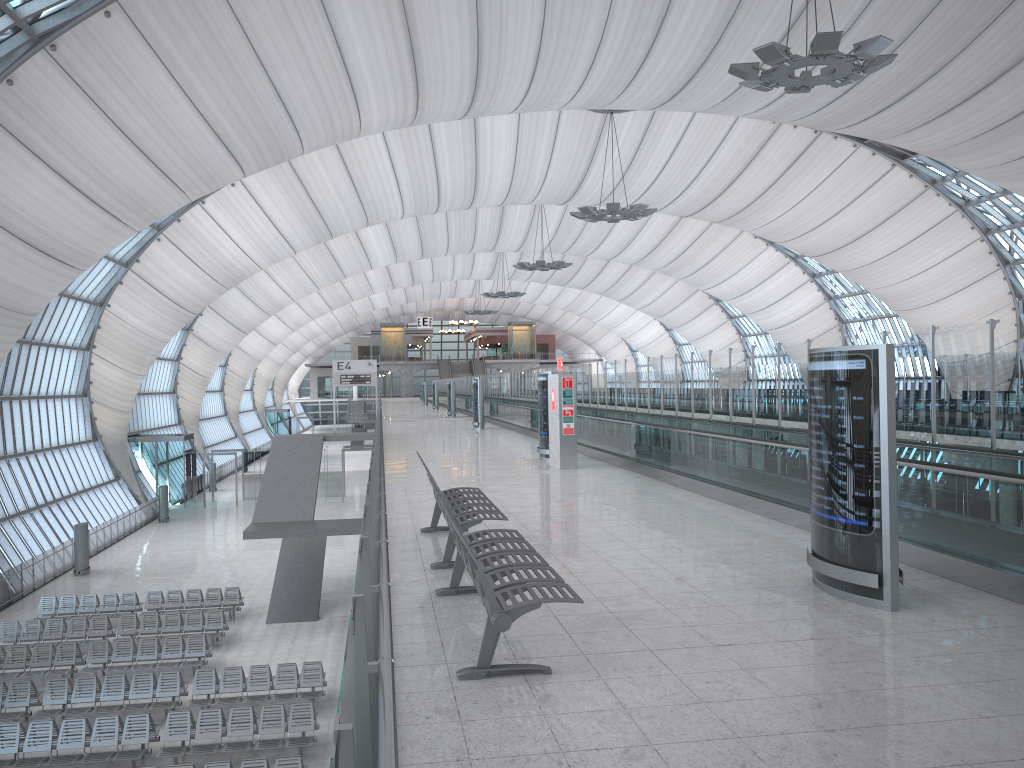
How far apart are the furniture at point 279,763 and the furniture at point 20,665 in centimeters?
815cm

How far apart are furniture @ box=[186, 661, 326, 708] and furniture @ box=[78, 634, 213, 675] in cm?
161

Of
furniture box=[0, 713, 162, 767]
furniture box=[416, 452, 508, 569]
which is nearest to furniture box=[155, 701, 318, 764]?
furniture box=[0, 713, 162, 767]

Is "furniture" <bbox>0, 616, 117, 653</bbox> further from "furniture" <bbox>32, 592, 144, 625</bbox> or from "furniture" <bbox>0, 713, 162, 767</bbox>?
"furniture" <bbox>0, 713, 162, 767</bbox>

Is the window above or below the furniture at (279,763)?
above

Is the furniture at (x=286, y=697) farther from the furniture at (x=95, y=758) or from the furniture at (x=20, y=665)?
the furniture at (x=20, y=665)

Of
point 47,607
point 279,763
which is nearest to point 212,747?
point 279,763

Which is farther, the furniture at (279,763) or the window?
the window

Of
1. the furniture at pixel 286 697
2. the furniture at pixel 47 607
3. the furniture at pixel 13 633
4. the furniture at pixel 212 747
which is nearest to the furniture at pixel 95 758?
the furniture at pixel 212 747

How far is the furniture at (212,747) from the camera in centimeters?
1541cm
